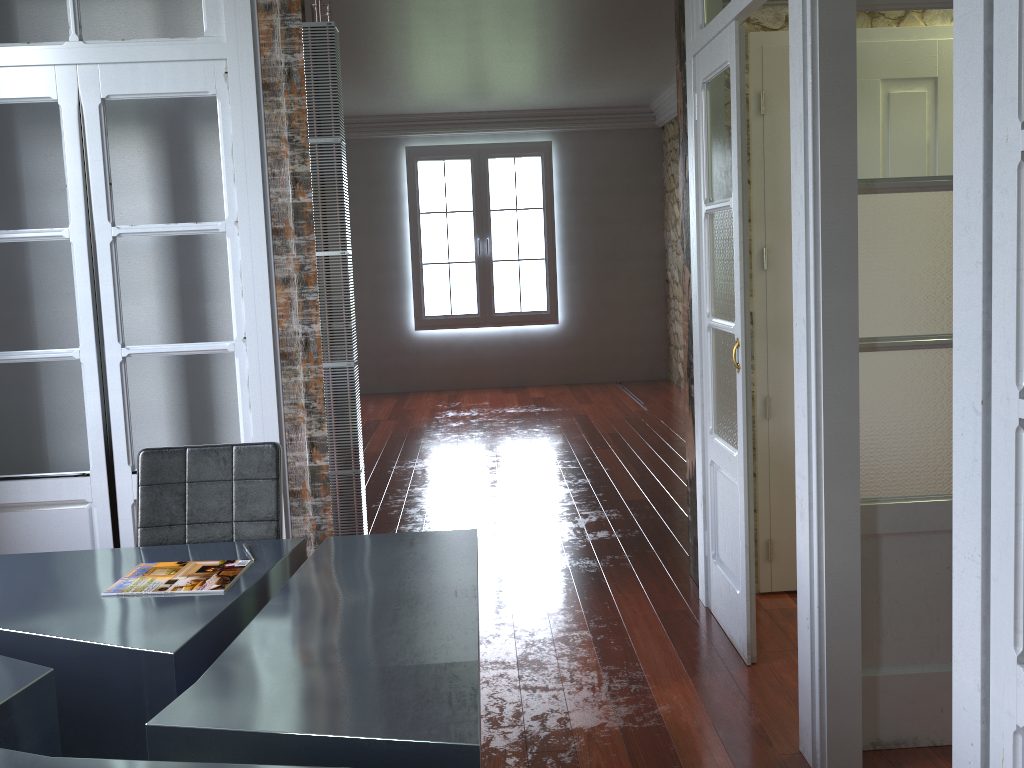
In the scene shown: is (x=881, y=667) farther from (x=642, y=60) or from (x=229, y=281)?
(x=642, y=60)

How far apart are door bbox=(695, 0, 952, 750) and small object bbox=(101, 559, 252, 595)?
1.6m

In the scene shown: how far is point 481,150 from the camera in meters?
9.4

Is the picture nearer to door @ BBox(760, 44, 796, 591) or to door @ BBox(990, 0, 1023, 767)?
door @ BBox(760, 44, 796, 591)

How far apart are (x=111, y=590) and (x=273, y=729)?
0.9 meters

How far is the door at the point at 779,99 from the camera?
3.5 meters

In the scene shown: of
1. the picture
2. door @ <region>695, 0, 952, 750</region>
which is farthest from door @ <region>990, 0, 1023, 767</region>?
the picture

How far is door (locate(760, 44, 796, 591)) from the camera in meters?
3.5 m

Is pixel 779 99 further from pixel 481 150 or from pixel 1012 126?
pixel 481 150

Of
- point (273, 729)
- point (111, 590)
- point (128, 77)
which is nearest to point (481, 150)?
point (128, 77)
